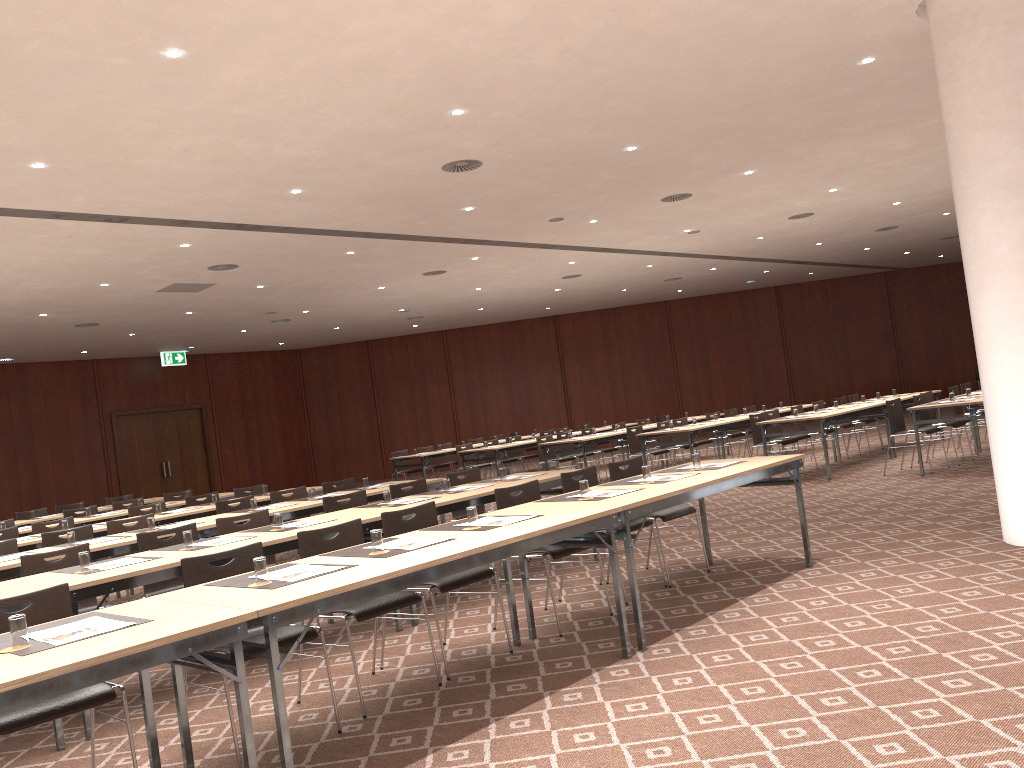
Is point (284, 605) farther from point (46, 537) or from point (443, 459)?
point (443, 459)

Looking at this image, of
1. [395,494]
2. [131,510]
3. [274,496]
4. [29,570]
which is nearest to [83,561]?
[29,570]

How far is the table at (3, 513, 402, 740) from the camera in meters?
4.8 m

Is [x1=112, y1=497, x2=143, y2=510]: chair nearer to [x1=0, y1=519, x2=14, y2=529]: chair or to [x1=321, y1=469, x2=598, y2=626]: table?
[x1=0, y1=519, x2=14, y2=529]: chair

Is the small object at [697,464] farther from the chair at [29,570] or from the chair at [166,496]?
the chair at [166,496]

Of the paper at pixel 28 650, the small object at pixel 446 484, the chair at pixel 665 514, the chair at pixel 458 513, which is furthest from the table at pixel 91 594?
the chair at pixel 458 513

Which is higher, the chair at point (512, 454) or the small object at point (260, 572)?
the small object at point (260, 572)

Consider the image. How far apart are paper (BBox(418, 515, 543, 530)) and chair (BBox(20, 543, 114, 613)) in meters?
2.7

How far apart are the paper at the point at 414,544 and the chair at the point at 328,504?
2.85m

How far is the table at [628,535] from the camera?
4.98m
